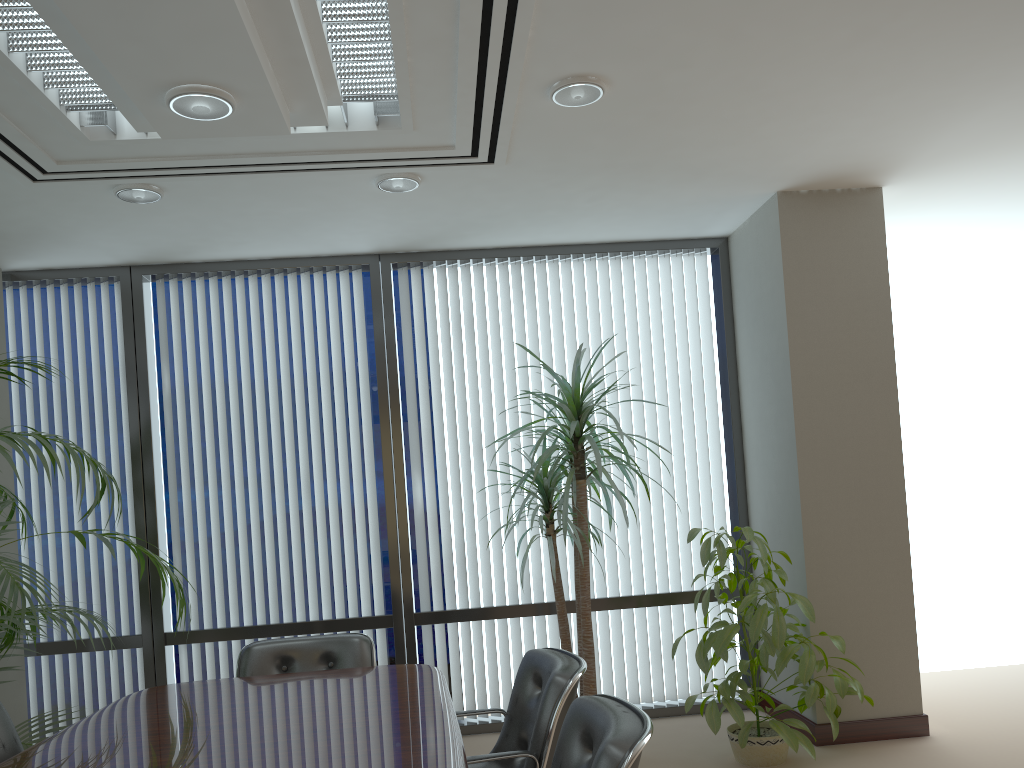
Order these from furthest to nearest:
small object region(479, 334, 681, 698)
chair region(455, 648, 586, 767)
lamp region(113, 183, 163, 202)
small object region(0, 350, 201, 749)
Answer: small object region(479, 334, 681, 698), lamp region(113, 183, 163, 202), small object region(0, 350, 201, 749), chair region(455, 648, 586, 767)

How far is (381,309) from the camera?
5.6m

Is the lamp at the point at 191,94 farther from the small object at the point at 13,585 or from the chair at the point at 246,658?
the chair at the point at 246,658

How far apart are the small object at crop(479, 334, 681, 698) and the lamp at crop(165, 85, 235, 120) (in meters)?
2.10

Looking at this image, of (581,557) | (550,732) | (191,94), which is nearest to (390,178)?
(191,94)

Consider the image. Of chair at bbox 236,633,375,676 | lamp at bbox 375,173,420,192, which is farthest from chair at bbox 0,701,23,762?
lamp at bbox 375,173,420,192

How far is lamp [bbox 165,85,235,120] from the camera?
2.92m

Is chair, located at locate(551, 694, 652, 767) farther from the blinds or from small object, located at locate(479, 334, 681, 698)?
the blinds

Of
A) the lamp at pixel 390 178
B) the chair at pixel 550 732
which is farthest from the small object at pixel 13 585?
the lamp at pixel 390 178

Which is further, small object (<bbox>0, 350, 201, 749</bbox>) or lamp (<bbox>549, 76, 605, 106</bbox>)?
lamp (<bbox>549, 76, 605, 106</bbox>)
